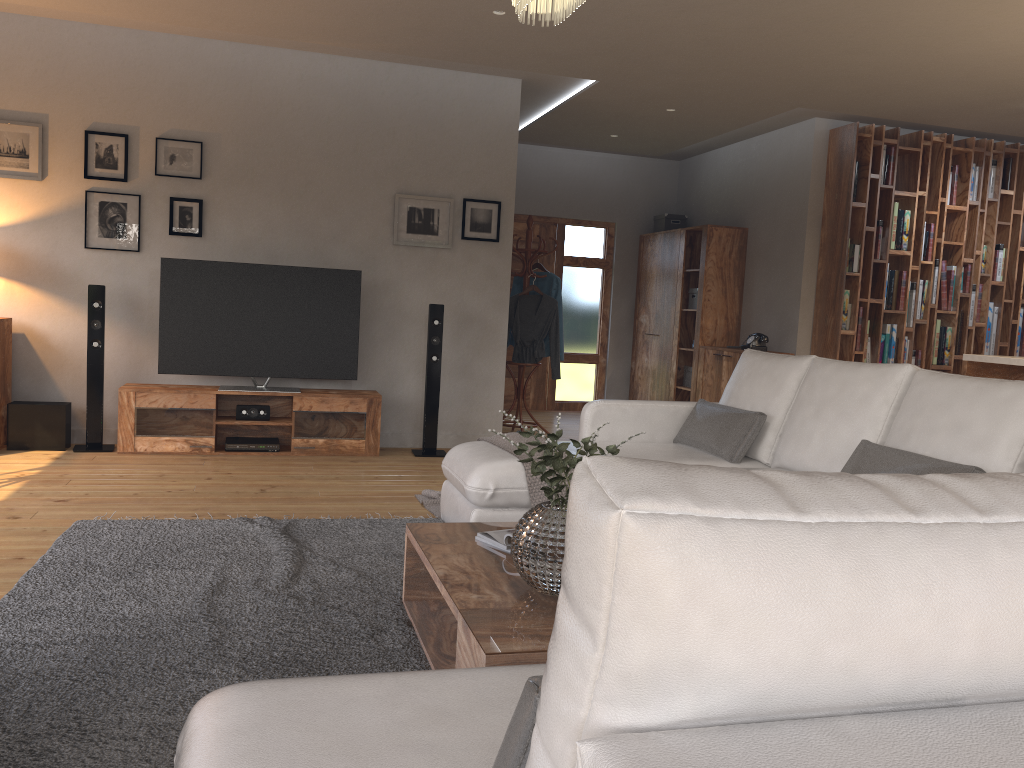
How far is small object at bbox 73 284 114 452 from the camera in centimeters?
577cm

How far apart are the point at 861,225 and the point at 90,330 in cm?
581

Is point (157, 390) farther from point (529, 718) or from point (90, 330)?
point (529, 718)

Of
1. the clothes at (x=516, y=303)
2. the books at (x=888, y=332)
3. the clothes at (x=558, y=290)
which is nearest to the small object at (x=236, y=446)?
the clothes at (x=516, y=303)

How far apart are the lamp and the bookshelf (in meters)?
4.94

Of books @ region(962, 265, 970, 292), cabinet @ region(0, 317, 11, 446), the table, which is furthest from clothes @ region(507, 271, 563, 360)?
the table

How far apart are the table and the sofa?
0.4m

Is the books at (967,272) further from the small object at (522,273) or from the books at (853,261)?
the small object at (522,273)

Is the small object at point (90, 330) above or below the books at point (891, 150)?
below

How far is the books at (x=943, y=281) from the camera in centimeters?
739cm
